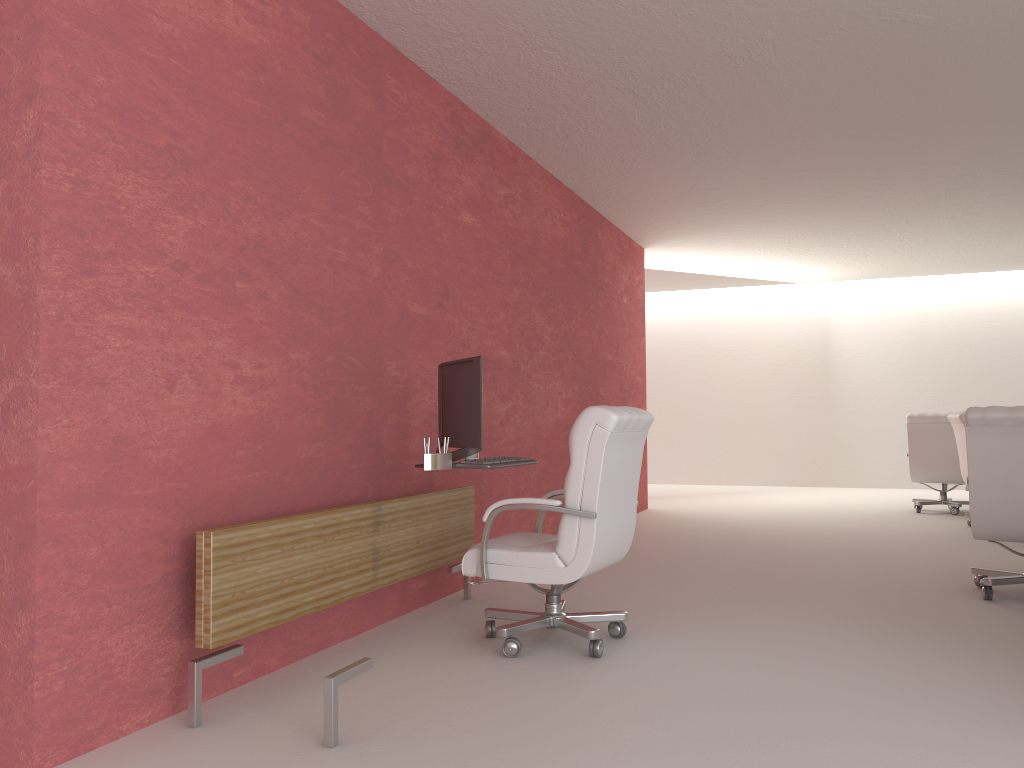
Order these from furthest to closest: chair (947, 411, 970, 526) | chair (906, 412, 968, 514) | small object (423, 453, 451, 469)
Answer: chair (906, 412, 968, 514) → chair (947, 411, 970, 526) → small object (423, 453, 451, 469)

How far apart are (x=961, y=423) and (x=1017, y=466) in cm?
515

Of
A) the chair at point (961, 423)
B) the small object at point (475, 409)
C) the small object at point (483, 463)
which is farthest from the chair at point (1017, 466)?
the chair at point (961, 423)

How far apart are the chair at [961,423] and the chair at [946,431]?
1.6 meters

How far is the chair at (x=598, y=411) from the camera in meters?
5.6

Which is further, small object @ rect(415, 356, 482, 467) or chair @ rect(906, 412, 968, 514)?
chair @ rect(906, 412, 968, 514)

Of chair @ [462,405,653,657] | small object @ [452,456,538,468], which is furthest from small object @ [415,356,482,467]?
chair @ [462,405,653,657]

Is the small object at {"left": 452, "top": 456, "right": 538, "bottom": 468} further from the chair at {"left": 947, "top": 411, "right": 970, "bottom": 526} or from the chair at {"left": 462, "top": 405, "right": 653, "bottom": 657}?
the chair at {"left": 947, "top": 411, "right": 970, "bottom": 526}

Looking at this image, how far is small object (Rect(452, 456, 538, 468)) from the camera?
6.0 meters

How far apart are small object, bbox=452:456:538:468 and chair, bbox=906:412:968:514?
9.96m
